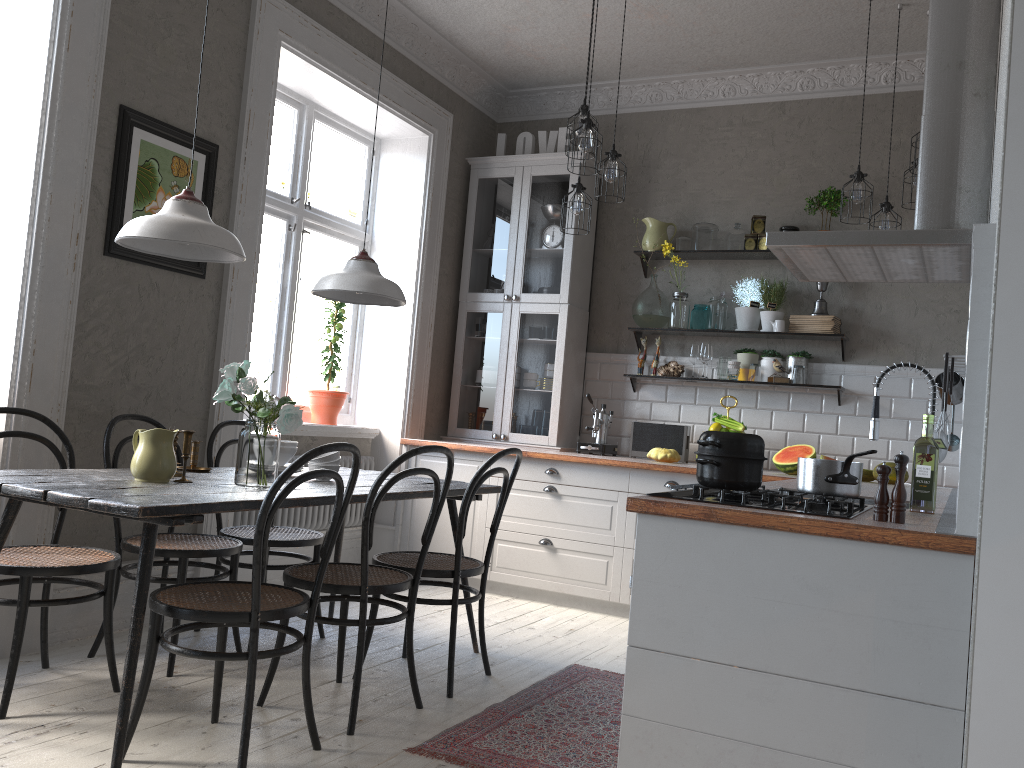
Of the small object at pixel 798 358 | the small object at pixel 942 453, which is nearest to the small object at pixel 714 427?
the small object at pixel 798 358

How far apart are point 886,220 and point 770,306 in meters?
1.0 m

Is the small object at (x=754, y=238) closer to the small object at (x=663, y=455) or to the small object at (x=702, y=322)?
the small object at (x=702, y=322)

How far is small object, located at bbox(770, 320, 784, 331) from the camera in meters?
5.1 m

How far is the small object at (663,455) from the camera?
5.04m

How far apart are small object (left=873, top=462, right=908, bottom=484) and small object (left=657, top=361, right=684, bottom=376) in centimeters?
136cm

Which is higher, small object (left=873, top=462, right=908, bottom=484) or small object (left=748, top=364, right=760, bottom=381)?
small object (left=748, top=364, right=760, bottom=381)

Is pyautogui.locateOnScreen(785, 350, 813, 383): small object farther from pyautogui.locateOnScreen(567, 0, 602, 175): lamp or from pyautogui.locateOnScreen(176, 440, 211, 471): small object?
pyautogui.locateOnScreen(176, 440, 211, 471): small object

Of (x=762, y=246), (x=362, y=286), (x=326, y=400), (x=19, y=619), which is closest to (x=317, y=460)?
(x=362, y=286)

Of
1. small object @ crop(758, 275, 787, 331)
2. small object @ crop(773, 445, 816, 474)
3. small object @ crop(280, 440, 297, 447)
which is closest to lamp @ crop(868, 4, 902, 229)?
small object @ crop(758, 275, 787, 331)
